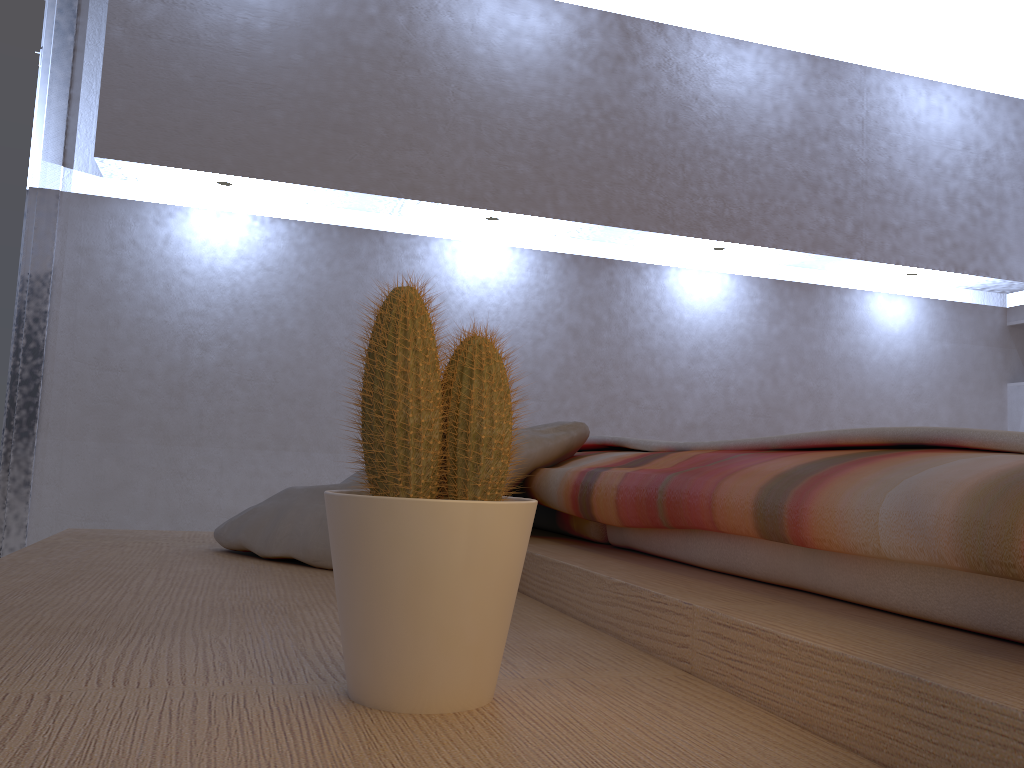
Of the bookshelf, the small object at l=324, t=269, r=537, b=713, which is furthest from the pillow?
the small object at l=324, t=269, r=537, b=713

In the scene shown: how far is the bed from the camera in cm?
49

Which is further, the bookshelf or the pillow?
the pillow

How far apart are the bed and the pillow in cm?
2

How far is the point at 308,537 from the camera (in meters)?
1.25

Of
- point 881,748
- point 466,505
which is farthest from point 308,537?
point 881,748

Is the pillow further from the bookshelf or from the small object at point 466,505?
the small object at point 466,505

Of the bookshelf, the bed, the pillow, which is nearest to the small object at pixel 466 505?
the bookshelf

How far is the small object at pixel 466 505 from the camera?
0.5m

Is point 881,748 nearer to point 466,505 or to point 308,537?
point 466,505
